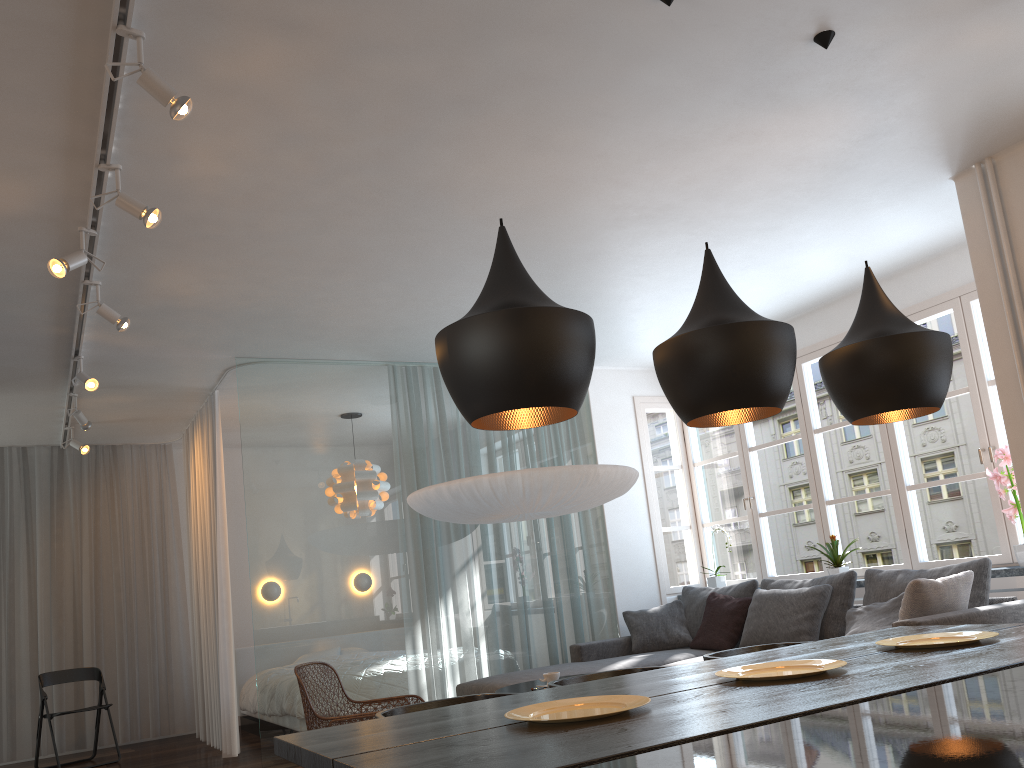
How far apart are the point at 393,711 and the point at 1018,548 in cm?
388

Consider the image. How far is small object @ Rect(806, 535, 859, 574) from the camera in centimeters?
601cm

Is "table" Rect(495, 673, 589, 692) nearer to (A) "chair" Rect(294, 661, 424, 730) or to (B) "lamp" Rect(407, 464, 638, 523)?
(A) "chair" Rect(294, 661, 424, 730)

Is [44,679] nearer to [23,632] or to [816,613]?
[23,632]

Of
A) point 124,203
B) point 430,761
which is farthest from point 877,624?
point 124,203

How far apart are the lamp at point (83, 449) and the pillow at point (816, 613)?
5.4m

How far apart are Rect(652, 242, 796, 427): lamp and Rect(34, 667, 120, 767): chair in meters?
6.2

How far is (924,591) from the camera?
4.2m

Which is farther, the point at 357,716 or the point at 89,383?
the point at 89,383

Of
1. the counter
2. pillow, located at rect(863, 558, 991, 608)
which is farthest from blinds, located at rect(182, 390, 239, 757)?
the counter
